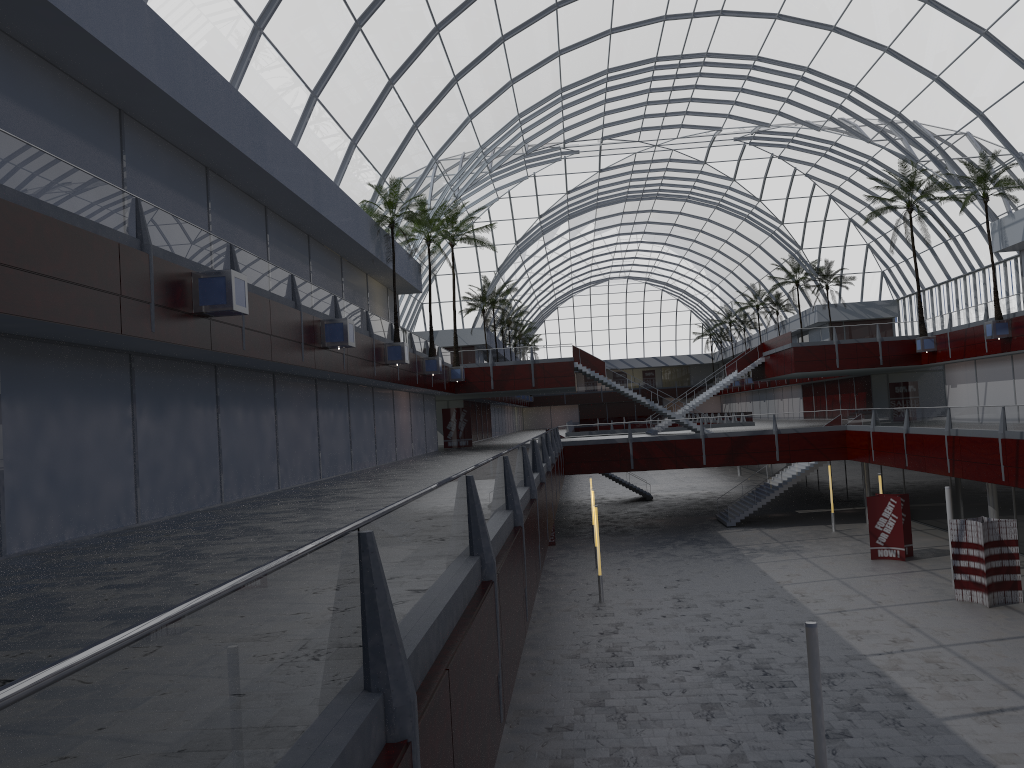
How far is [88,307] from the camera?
16.9 meters

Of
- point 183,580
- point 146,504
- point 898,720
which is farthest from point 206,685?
point 898,720

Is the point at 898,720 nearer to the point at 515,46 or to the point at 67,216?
the point at 67,216
